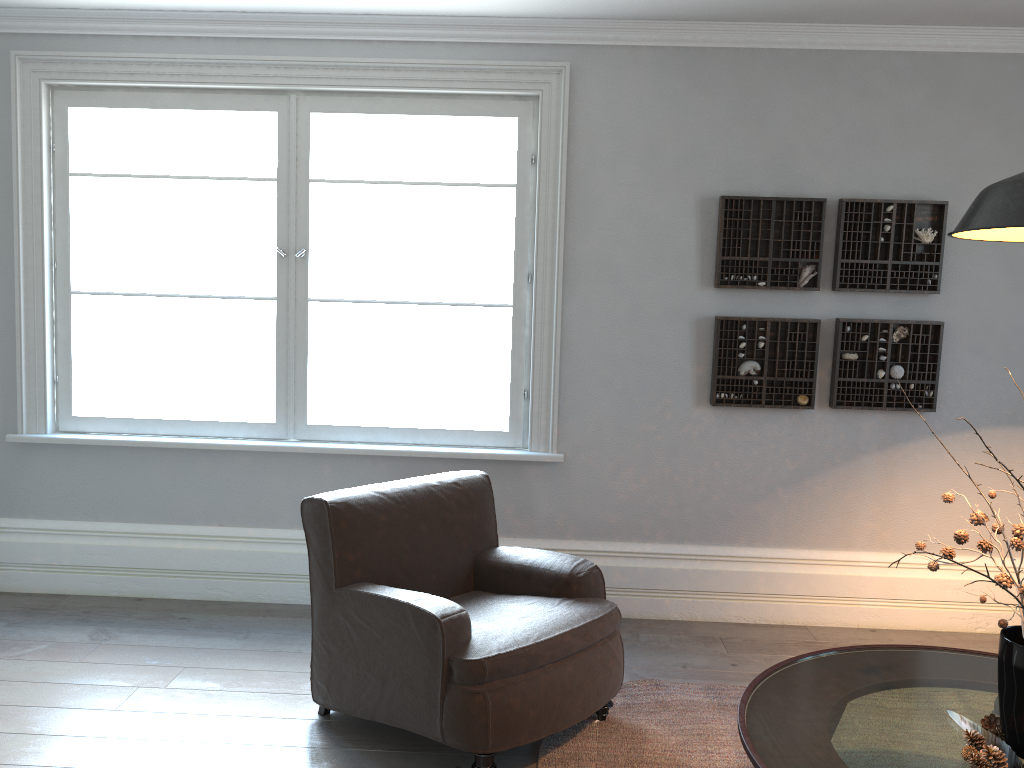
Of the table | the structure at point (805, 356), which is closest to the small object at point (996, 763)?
the table

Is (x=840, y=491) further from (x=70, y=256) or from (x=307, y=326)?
(x=70, y=256)

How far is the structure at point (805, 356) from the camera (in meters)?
4.04

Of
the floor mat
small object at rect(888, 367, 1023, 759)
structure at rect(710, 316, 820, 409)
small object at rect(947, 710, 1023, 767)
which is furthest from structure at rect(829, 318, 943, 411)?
small object at rect(947, 710, 1023, 767)

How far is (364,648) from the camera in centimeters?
289cm

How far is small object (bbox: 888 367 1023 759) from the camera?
2.0 meters

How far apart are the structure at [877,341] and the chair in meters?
1.6 m

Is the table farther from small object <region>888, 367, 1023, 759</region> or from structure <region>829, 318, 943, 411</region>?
structure <region>829, 318, 943, 411</region>

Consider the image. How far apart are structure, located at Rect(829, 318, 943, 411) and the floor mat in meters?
1.4 m

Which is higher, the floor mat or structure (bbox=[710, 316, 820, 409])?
structure (bbox=[710, 316, 820, 409])
